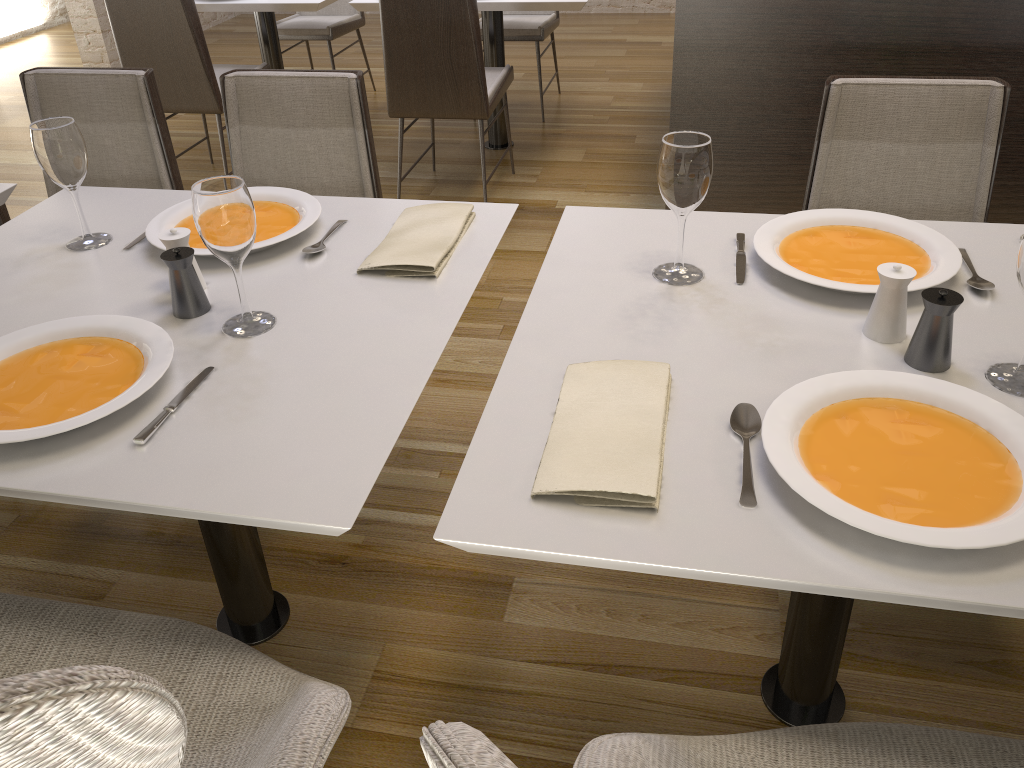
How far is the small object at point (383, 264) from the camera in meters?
1.5 m

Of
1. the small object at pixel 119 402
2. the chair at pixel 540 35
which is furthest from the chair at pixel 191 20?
the small object at pixel 119 402

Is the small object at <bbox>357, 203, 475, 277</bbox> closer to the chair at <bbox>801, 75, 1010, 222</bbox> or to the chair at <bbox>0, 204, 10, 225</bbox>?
the chair at <bbox>801, 75, 1010, 222</bbox>

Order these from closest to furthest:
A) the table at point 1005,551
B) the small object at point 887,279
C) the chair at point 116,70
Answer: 1. the table at point 1005,551
2. the small object at point 887,279
3. the chair at point 116,70

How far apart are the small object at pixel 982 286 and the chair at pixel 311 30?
3.9m

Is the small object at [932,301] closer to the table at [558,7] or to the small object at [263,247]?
the small object at [263,247]

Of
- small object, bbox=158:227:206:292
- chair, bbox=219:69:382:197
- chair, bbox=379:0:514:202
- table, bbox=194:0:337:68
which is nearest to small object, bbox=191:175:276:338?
small object, bbox=158:227:206:292

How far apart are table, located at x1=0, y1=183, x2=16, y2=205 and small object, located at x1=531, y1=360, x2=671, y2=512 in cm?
144

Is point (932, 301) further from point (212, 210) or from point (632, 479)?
point (212, 210)

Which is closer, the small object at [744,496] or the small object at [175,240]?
the small object at [744,496]
